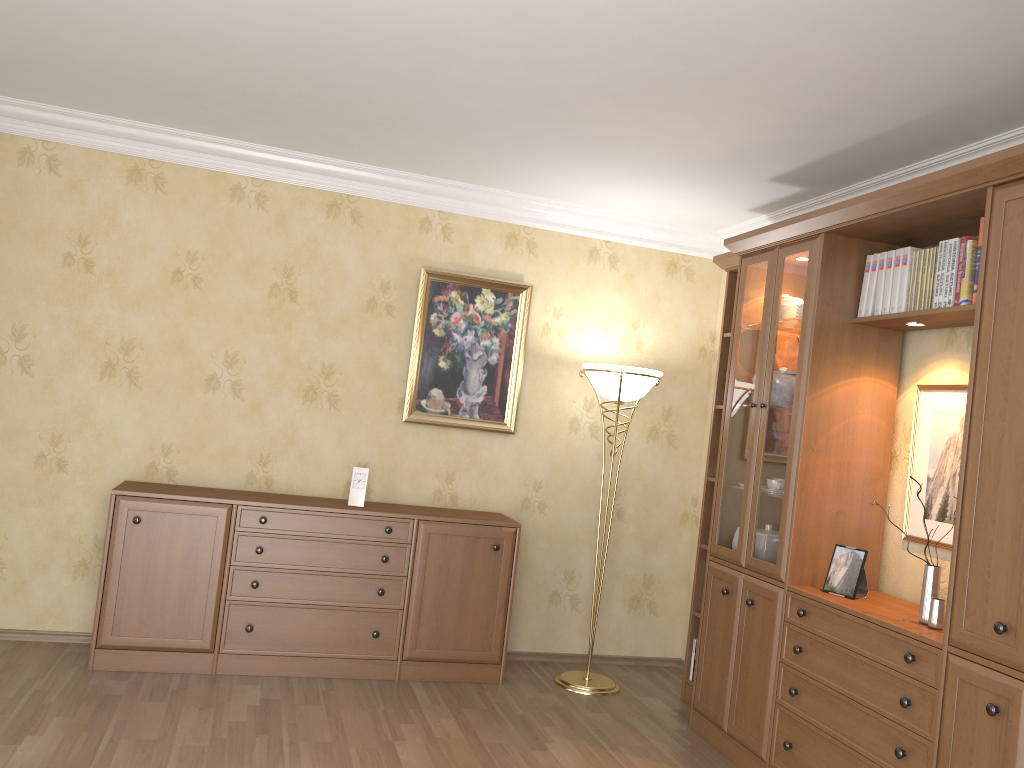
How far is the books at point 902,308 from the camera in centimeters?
340cm

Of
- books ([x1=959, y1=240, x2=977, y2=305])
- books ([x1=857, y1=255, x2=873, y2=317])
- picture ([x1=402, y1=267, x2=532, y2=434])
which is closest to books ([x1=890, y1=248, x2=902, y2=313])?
books ([x1=857, y1=255, x2=873, y2=317])

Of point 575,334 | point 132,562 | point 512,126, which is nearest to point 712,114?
point 512,126

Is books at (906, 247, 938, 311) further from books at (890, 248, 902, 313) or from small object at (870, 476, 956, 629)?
small object at (870, 476, 956, 629)

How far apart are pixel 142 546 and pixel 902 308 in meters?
3.4

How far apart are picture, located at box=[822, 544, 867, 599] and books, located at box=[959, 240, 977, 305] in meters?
1.0 m

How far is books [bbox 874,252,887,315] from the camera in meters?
3.5 m

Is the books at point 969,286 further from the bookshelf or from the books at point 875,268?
the books at point 875,268

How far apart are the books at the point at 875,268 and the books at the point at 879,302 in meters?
0.0 m

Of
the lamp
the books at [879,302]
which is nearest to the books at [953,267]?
the books at [879,302]
